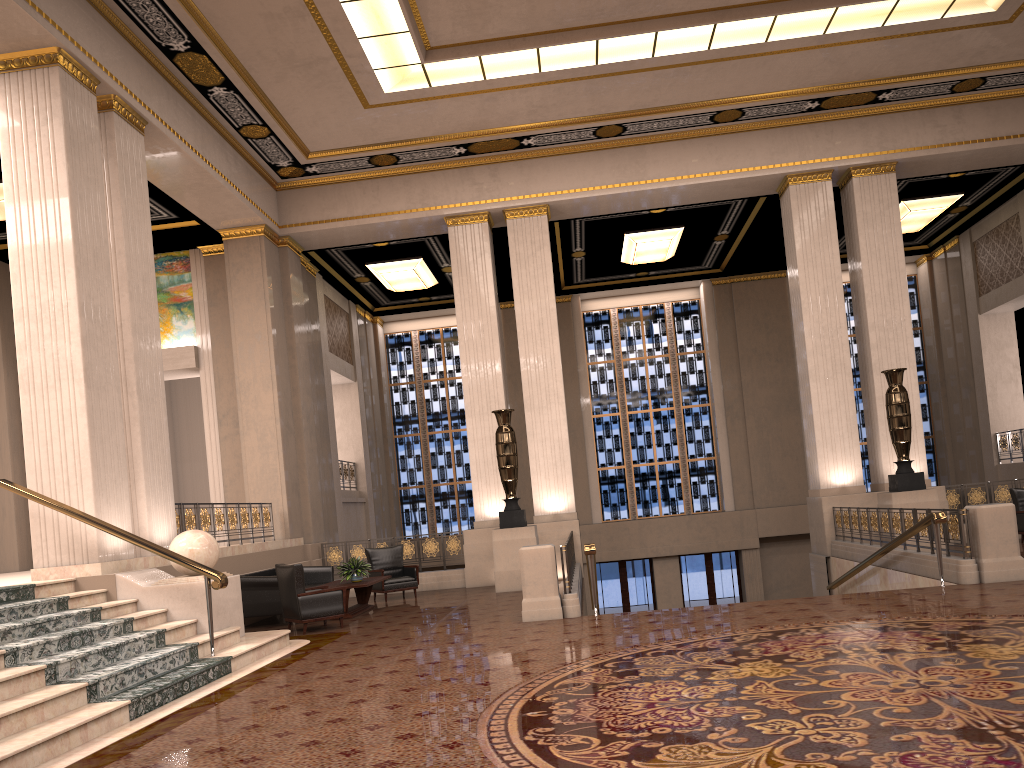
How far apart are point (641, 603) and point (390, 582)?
9.5 meters

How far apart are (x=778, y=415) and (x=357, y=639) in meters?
14.6

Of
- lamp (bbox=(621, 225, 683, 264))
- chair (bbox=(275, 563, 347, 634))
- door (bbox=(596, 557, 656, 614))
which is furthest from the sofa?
door (bbox=(596, 557, 656, 614))

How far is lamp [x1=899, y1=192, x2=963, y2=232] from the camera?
17.5 meters

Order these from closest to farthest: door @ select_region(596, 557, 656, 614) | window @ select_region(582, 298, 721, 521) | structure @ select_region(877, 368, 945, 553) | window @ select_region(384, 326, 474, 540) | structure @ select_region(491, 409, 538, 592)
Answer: structure @ select_region(877, 368, 945, 553), structure @ select_region(491, 409, 538, 592), door @ select_region(596, 557, 656, 614), window @ select_region(582, 298, 721, 521), window @ select_region(384, 326, 474, 540)

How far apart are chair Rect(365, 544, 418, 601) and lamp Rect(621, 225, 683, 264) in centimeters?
797cm

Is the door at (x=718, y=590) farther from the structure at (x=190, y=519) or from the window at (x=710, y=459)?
the structure at (x=190, y=519)

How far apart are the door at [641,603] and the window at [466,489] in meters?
3.4

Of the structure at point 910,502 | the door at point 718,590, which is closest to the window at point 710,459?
the door at point 718,590

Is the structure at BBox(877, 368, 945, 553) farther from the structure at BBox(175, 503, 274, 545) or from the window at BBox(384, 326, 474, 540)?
the window at BBox(384, 326, 474, 540)
